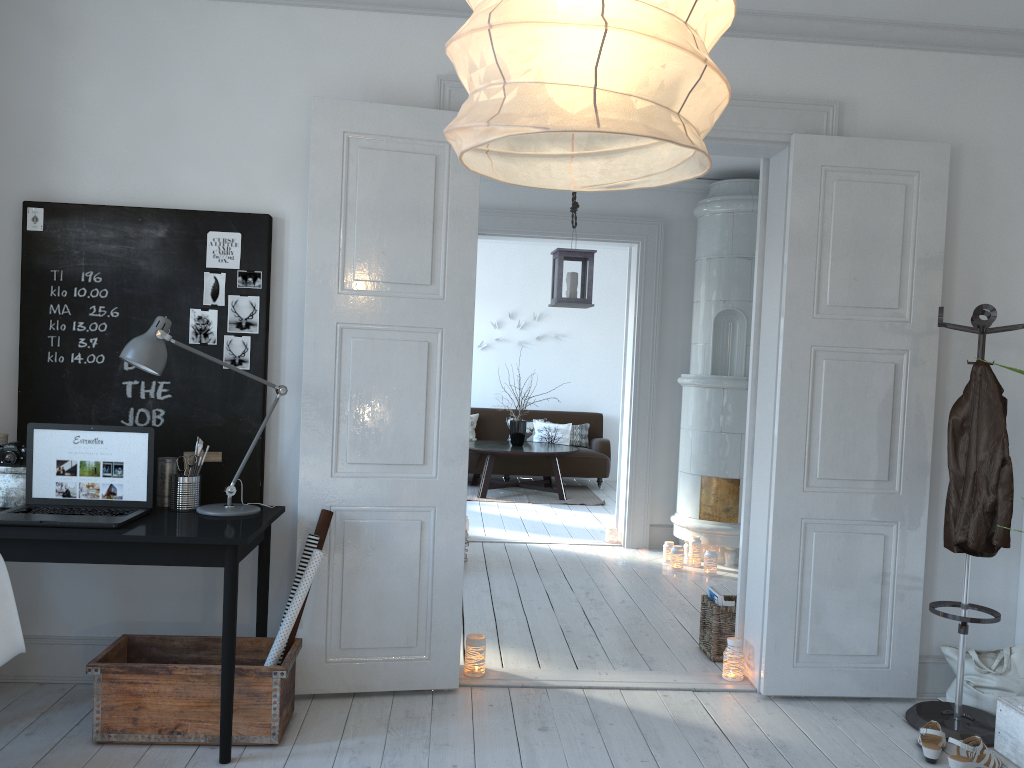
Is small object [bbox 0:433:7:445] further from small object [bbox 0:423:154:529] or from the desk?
the desk

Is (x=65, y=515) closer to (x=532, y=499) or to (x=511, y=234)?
(x=511, y=234)

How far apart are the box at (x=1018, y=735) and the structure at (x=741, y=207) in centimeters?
252cm

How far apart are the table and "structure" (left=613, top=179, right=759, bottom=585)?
2.4m

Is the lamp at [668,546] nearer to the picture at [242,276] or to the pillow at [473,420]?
the picture at [242,276]

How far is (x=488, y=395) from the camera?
10.68m

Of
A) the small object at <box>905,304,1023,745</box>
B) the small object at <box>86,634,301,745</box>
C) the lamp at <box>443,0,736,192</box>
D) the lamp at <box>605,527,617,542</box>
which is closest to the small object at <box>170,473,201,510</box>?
the small object at <box>86,634,301,745</box>

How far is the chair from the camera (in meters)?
2.43

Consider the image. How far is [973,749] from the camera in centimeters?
304cm

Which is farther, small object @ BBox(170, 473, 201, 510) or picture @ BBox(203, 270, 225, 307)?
picture @ BBox(203, 270, 225, 307)
